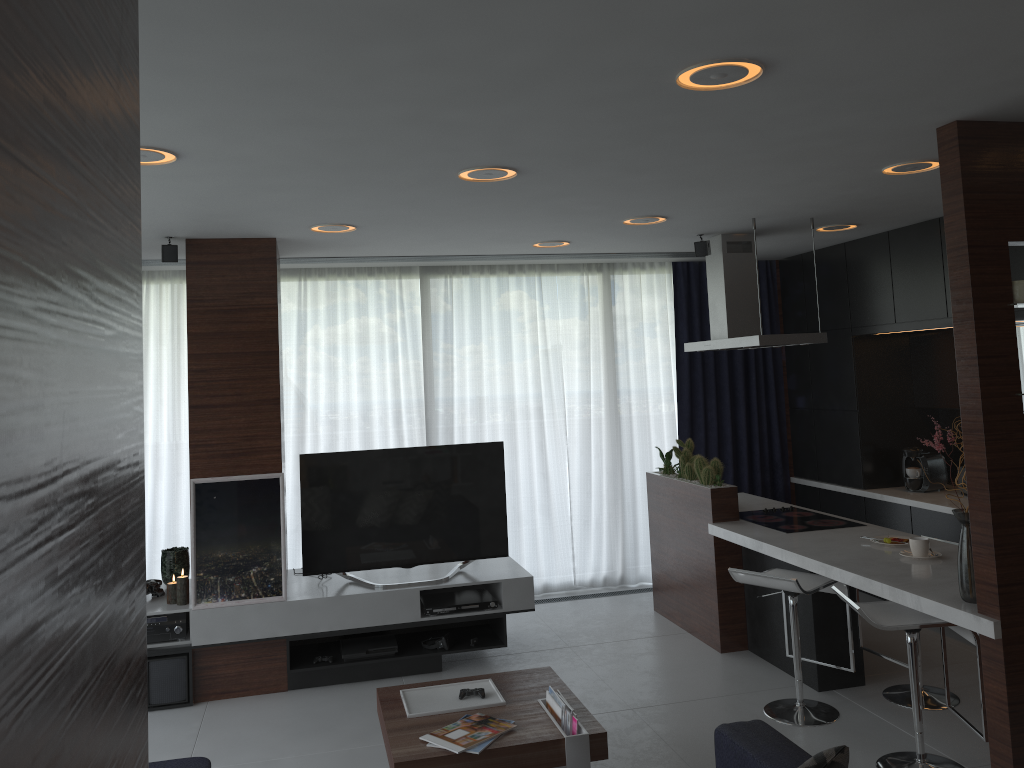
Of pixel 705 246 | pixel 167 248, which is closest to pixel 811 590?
pixel 705 246

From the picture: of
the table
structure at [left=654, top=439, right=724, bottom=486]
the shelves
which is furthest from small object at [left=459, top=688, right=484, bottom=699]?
structure at [left=654, top=439, right=724, bottom=486]

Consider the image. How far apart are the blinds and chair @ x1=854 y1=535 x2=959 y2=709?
2.7m

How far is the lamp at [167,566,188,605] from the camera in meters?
5.0 m

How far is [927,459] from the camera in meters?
6.1 m

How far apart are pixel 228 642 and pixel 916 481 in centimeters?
462cm

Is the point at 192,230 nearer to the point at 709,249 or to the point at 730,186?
the point at 730,186

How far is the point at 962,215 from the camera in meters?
3.2

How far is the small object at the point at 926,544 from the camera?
4.16m

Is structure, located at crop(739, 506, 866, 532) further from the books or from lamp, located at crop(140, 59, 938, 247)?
the books
